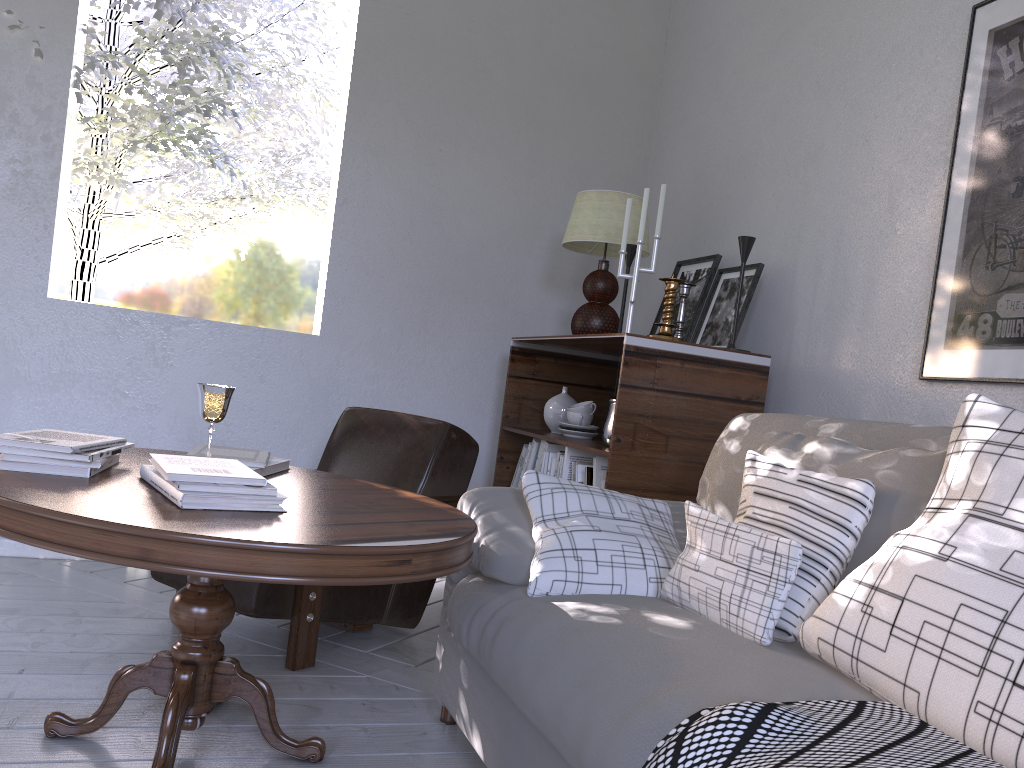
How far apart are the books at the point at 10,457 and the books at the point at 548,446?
1.3m

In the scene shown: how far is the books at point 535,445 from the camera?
2.6 meters

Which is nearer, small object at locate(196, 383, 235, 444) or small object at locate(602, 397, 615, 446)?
small object at locate(196, 383, 235, 444)

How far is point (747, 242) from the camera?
2.2 meters

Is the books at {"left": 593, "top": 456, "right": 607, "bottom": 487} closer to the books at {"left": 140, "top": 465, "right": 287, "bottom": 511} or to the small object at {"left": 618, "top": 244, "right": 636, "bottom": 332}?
the small object at {"left": 618, "top": 244, "right": 636, "bottom": 332}

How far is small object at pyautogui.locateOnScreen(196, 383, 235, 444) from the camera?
1.8 meters

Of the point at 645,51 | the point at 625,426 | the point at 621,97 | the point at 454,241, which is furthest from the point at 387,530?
the point at 645,51

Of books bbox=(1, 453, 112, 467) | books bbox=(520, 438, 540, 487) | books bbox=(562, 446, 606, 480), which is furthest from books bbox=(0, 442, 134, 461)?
books bbox=(520, 438, 540, 487)

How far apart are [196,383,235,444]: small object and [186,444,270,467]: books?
0.10m

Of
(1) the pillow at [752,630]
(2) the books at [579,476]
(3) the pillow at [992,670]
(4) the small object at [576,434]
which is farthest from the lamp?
(3) the pillow at [992,670]
